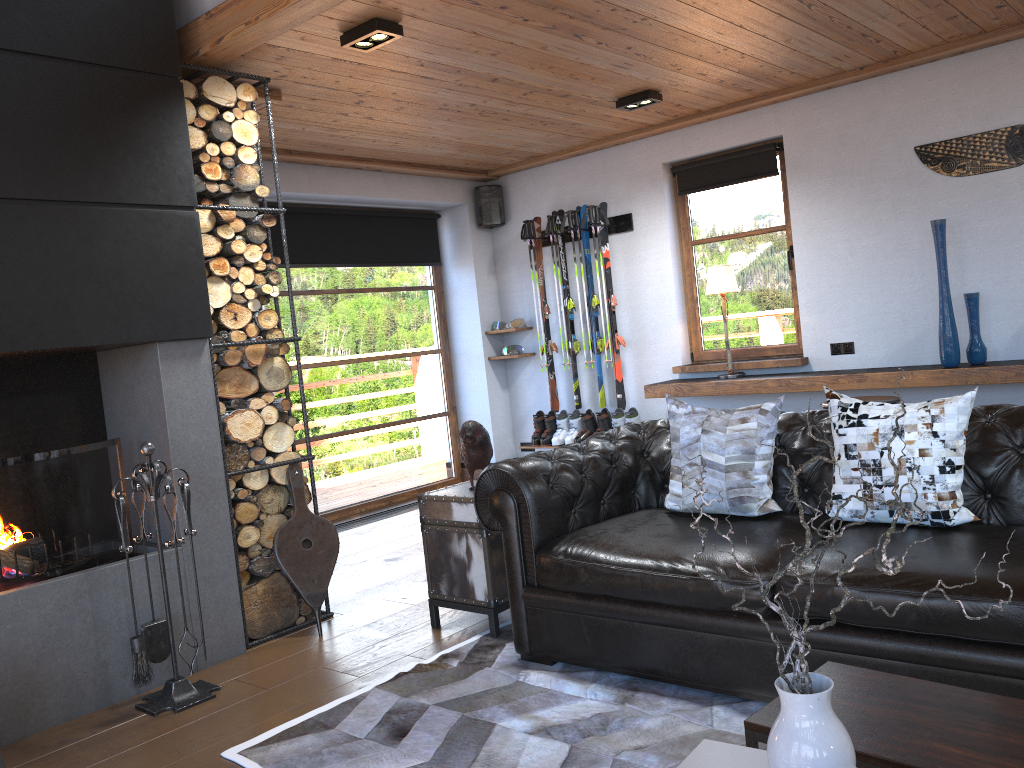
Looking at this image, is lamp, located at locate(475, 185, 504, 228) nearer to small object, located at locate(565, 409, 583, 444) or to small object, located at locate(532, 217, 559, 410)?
small object, located at locate(532, 217, 559, 410)

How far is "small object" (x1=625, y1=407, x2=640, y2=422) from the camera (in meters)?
6.67

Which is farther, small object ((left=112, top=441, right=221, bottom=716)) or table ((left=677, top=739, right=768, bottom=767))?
small object ((left=112, top=441, right=221, bottom=716))

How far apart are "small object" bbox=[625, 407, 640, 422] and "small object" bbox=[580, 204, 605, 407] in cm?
58

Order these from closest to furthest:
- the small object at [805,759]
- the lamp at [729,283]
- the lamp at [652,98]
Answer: the small object at [805,759] → the lamp at [652,98] → the lamp at [729,283]

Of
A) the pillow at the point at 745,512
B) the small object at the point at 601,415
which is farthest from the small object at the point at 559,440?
the pillow at the point at 745,512

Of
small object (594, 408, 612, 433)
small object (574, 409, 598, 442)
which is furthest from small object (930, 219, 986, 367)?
small object (574, 409, 598, 442)

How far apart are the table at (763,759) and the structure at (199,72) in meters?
2.8

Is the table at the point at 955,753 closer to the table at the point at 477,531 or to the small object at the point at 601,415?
the table at the point at 477,531

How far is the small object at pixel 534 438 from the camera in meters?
7.2 m
